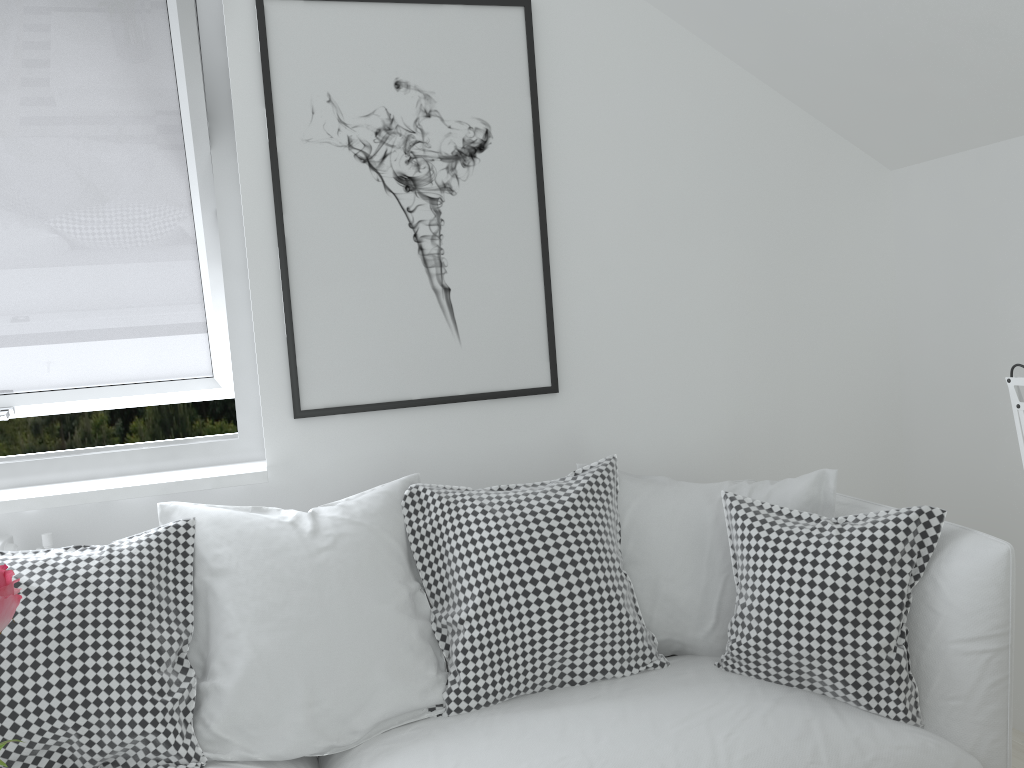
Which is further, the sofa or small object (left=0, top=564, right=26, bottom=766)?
the sofa

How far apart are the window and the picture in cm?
15

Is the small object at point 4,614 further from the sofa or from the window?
the window

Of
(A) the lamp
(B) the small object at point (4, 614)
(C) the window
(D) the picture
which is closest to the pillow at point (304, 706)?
(D) the picture

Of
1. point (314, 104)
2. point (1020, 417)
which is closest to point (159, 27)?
point (314, 104)

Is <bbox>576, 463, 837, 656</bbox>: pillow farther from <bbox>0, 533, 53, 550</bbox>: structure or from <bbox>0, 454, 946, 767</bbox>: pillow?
<bbox>0, 533, 53, 550</bbox>: structure

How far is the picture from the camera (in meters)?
2.26

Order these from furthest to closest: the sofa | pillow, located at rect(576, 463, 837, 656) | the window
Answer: the window
pillow, located at rect(576, 463, 837, 656)
the sofa

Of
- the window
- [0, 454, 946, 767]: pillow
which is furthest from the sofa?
the window

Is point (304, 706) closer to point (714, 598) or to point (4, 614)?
point (714, 598)
